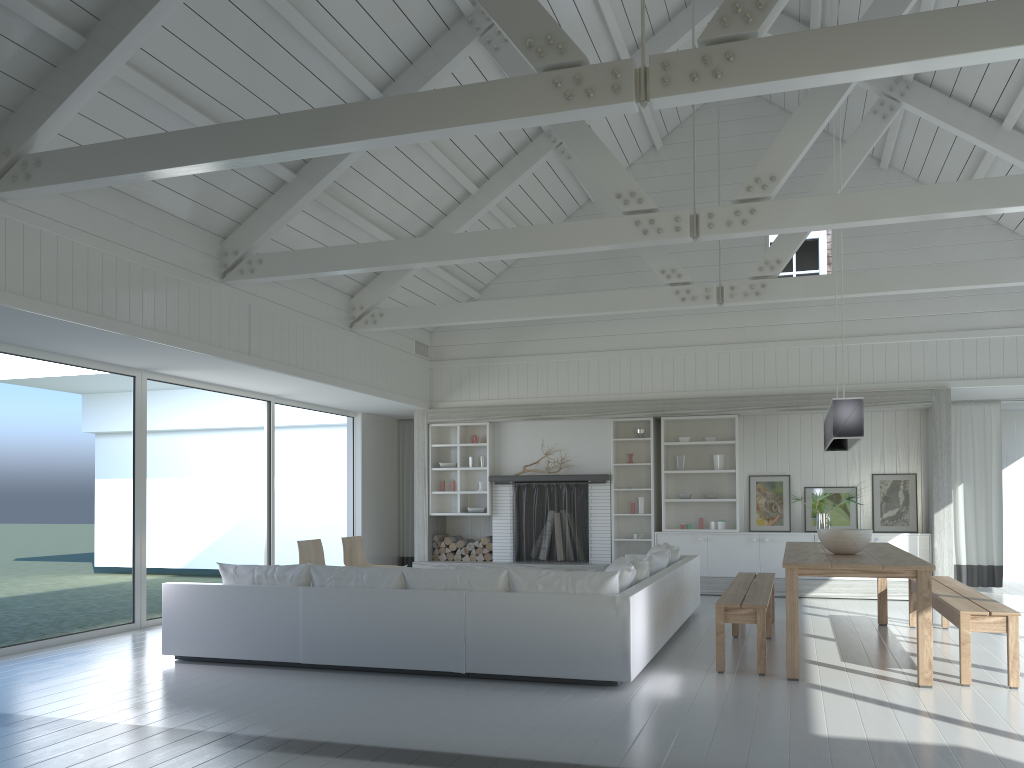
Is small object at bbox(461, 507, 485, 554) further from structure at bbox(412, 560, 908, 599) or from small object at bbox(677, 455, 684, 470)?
small object at bbox(677, 455, 684, 470)

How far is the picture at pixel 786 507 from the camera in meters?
10.8 m

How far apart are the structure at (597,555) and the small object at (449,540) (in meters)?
0.65

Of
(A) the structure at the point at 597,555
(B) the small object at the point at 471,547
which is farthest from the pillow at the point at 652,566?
(B) the small object at the point at 471,547

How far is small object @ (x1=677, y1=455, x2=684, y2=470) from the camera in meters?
11.1 m

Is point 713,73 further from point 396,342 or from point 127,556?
point 127,556

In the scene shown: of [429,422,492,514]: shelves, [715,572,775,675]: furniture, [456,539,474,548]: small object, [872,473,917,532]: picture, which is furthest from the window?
[872,473,917,532]: picture

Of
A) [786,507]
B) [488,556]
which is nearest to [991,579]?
[786,507]

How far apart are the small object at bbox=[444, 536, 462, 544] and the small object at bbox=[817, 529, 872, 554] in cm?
624

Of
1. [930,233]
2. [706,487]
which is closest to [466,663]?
[706,487]
